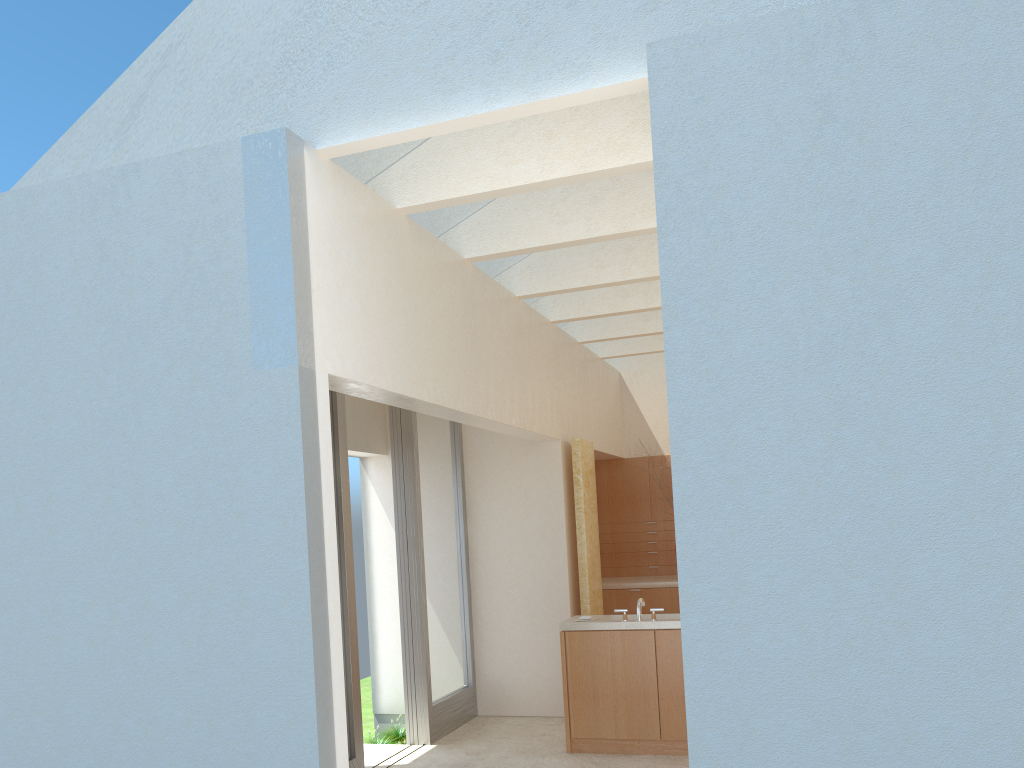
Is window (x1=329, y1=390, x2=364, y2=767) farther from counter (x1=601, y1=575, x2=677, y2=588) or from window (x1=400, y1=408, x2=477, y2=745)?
counter (x1=601, y1=575, x2=677, y2=588)

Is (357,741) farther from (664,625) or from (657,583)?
(657,583)

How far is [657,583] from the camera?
21.2 meters

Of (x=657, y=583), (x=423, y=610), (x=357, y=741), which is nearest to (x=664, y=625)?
(x=423, y=610)

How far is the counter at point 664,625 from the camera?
14.38m

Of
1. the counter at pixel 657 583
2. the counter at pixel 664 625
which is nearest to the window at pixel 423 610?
the counter at pixel 664 625

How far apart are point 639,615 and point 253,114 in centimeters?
968cm

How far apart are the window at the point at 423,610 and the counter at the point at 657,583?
4.66m

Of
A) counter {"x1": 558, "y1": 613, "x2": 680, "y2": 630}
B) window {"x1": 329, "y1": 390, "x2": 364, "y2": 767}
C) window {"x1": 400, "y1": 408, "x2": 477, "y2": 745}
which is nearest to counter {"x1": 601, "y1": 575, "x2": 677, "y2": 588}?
window {"x1": 400, "y1": 408, "x2": 477, "y2": 745}

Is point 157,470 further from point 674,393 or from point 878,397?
point 878,397
